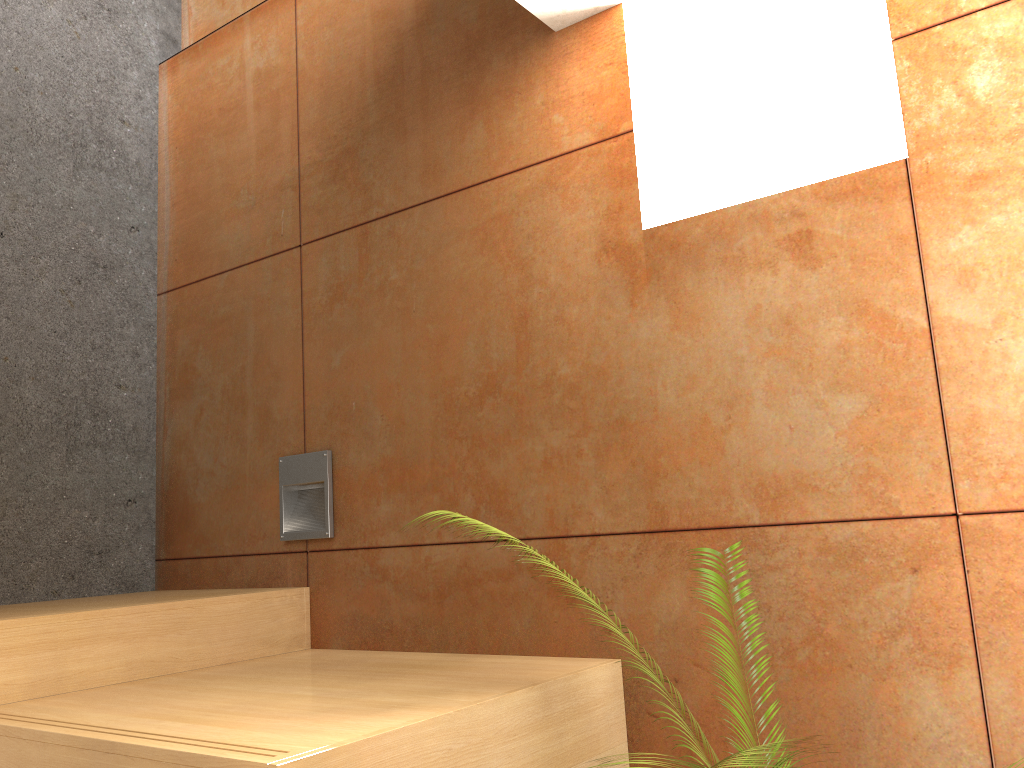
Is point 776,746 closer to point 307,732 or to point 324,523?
point 307,732

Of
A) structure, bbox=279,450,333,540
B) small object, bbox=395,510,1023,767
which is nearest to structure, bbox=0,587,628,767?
structure, bbox=279,450,333,540

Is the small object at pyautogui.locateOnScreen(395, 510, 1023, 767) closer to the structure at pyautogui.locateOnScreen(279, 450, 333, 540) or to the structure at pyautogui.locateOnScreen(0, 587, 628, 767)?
the structure at pyautogui.locateOnScreen(0, 587, 628, 767)

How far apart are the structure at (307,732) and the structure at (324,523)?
0.2m

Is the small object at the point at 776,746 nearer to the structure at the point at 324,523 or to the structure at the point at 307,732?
the structure at the point at 307,732

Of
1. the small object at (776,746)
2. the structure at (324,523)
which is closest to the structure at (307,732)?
the structure at (324,523)

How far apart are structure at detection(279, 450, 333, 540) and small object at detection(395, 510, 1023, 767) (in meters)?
0.94

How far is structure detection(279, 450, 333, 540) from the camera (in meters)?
2.66

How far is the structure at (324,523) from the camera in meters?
2.7

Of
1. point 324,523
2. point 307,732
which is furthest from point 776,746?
point 324,523
